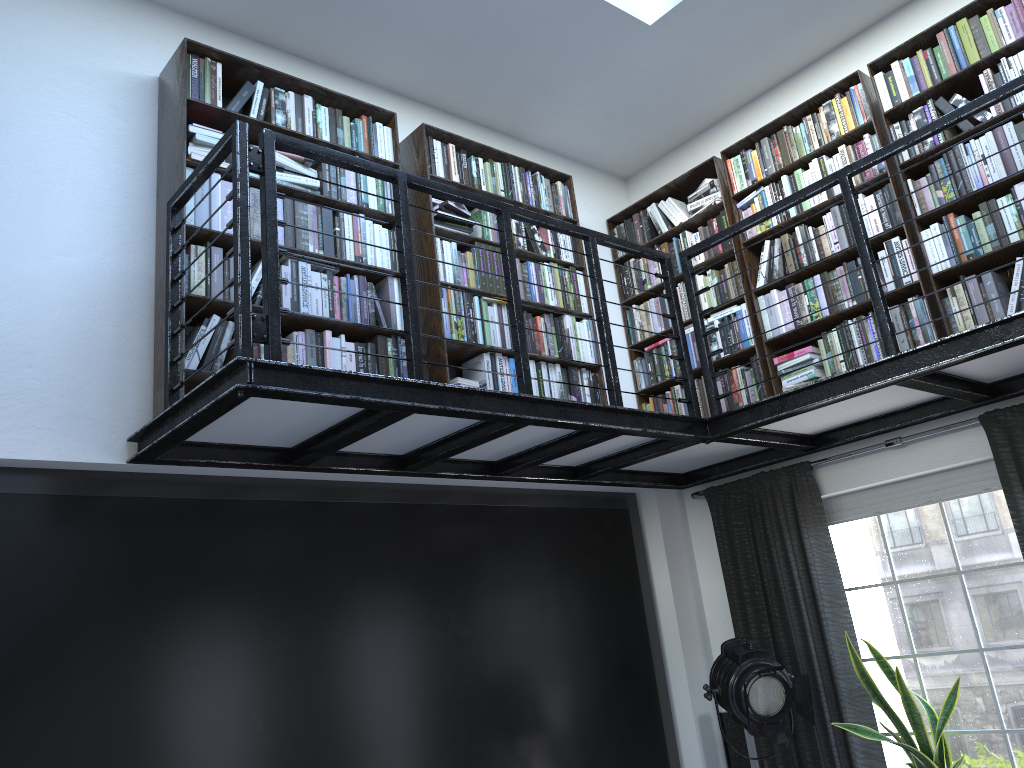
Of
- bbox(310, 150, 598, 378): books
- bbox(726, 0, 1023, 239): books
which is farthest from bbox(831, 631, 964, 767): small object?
bbox(726, 0, 1023, 239): books

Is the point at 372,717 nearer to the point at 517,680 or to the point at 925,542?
the point at 517,680

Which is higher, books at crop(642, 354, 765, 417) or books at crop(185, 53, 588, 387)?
books at crop(185, 53, 588, 387)

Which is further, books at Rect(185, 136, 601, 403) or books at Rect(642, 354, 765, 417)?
books at Rect(642, 354, 765, 417)

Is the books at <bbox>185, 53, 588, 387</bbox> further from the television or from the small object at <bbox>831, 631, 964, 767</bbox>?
the small object at <bbox>831, 631, 964, 767</bbox>

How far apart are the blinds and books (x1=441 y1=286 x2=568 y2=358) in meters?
1.2

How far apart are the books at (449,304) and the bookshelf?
0.0 meters

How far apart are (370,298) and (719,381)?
2.44m

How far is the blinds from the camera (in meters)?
4.17

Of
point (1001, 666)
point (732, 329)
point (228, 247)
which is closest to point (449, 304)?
point (228, 247)
